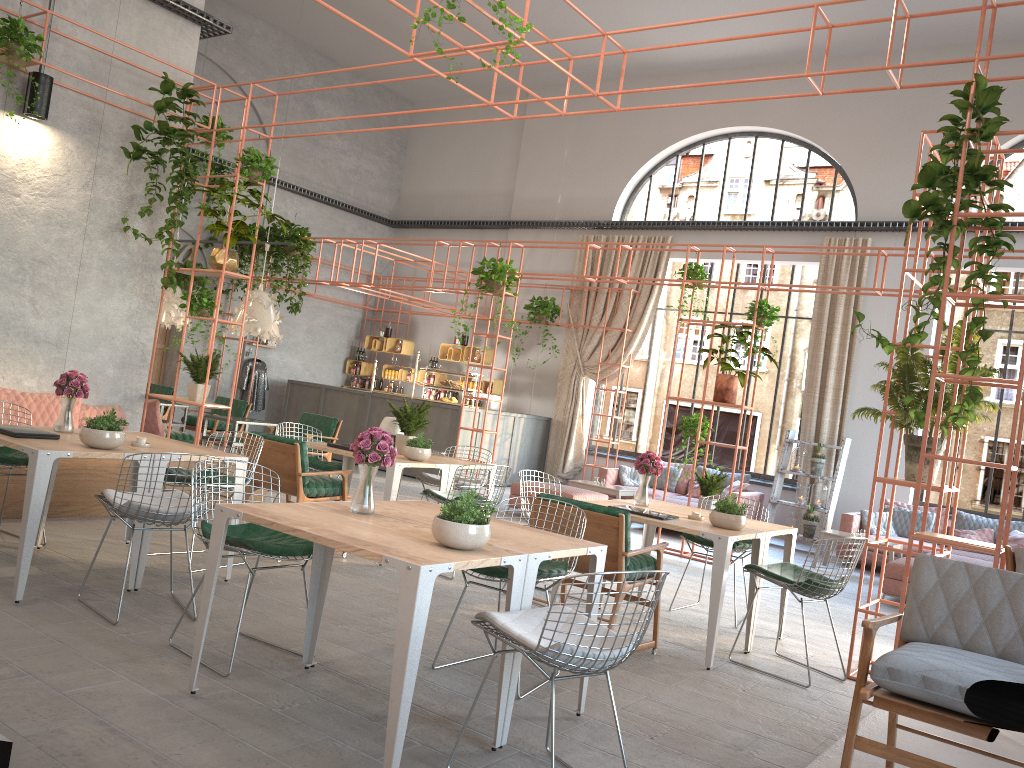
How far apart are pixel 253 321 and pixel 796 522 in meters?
7.6 m

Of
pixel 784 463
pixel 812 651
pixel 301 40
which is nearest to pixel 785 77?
pixel 812 651

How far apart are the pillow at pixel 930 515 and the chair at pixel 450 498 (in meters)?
6.60

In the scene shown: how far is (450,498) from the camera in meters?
7.0 m

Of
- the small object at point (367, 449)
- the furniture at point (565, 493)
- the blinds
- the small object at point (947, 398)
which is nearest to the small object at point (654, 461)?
the small object at point (947, 398)

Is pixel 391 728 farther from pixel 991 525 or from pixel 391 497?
pixel 991 525

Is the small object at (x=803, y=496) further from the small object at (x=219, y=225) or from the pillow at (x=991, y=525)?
the small object at (x=219, y=225)

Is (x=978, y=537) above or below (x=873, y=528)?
above

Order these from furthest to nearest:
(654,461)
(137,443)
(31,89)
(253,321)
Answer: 1. (253,321)
2. (31,89)
3. (654,461)
4. (137,443)

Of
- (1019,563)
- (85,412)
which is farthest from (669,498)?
(1019,563)
